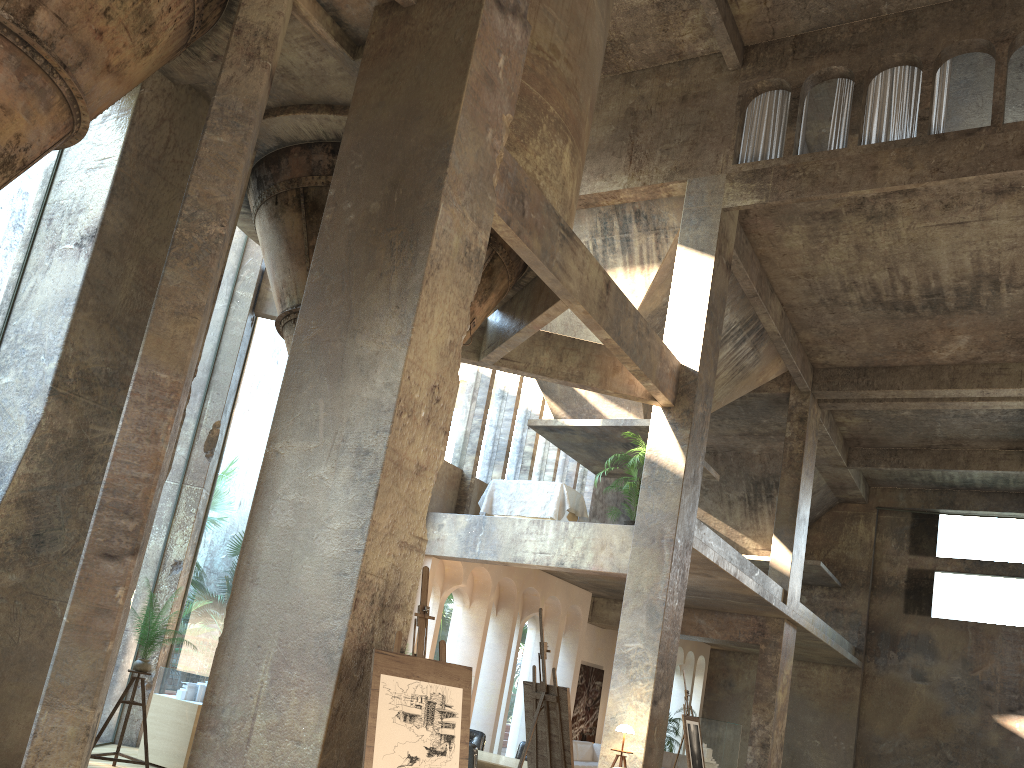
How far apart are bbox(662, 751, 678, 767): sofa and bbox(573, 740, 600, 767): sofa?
3.20m

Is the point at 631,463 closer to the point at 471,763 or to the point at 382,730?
the point at 471,763

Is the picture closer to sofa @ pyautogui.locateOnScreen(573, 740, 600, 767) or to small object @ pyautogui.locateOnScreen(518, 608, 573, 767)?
sofa @ pyautogui.locateOnScreen(573, 740, 600, 767)

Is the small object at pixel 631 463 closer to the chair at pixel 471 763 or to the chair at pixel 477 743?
the chair at pixel 477 743

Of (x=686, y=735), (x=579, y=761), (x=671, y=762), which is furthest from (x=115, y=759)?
(x=671, y=762)

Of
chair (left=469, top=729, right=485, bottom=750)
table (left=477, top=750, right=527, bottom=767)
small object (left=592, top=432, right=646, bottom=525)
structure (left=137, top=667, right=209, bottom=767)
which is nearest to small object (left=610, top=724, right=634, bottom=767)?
chair (left=469, top=729, right=485, bottom=750)

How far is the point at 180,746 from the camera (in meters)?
8.80

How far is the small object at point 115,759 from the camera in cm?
808

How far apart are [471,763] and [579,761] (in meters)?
8.85

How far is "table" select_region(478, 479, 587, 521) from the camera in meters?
14.0 m
